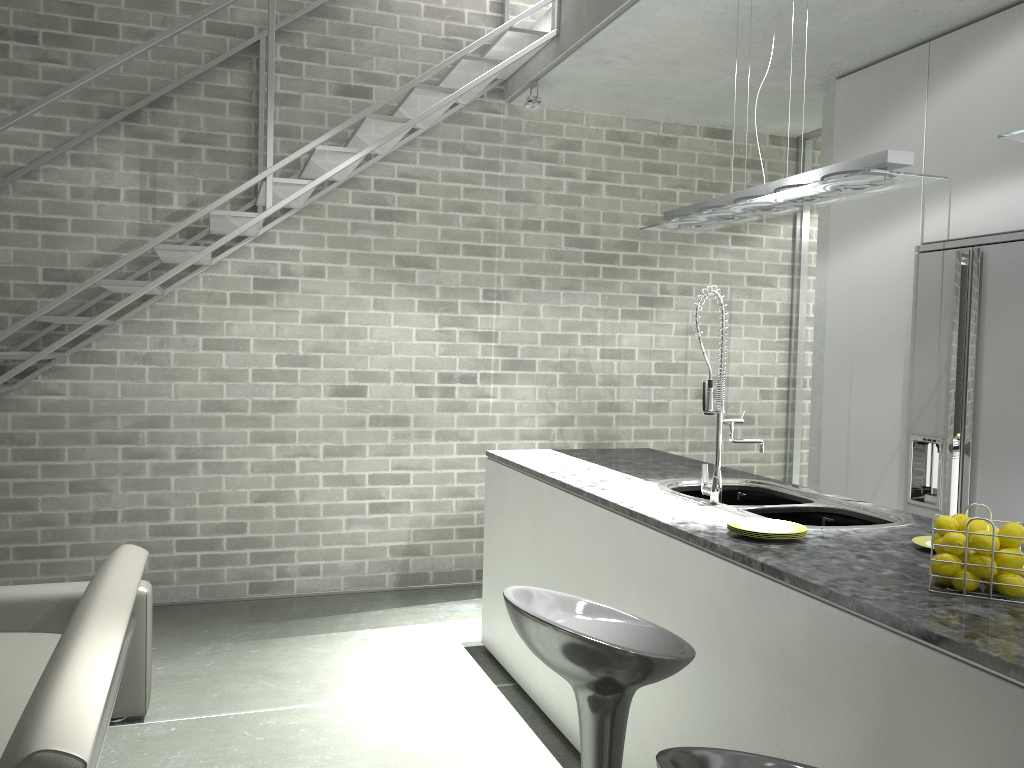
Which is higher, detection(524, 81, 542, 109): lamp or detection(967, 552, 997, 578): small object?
detection(524, 81, 542, 109): lamp

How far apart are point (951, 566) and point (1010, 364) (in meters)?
2.14

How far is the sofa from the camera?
1.8m

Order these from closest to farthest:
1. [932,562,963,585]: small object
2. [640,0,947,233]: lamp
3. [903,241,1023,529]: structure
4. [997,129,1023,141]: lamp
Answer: [932,562,963,585]: small object → [997,129,1023,141]: lamp → [640,0,947,233]: lamp → [903,241,1023,529]: structure

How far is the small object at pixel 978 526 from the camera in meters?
2.0 m

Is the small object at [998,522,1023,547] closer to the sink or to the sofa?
the sink

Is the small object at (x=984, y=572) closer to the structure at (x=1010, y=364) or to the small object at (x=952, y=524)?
the small object at (x=952, y=524)

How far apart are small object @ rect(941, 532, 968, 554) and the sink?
0.8m

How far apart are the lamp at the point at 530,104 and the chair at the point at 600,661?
3.5m

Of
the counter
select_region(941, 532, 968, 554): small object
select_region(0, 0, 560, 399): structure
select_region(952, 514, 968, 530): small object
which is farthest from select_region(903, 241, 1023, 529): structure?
select_region(0, 0, 560, 399): structure
